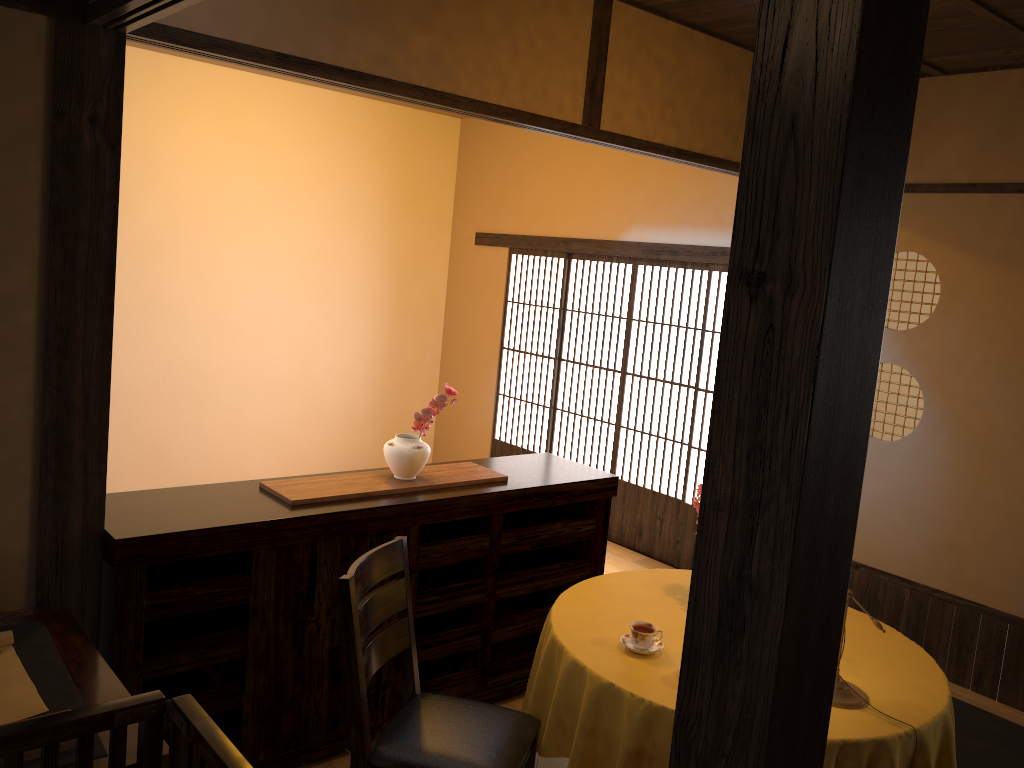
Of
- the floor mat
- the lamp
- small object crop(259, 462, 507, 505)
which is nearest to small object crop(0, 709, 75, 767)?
small object crop(259, 462, 507, 505)

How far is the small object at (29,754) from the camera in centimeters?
185cm

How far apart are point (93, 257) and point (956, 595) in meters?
4.2 m

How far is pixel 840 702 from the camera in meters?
2.6 m

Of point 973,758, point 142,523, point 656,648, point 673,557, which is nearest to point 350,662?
point 142,523

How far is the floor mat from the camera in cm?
377

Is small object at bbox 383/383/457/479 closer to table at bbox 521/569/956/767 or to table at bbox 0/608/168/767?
table at bbox 521/569/956/767

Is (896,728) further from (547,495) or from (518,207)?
(518,207)

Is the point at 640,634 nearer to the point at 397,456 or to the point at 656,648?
the point at 656,648

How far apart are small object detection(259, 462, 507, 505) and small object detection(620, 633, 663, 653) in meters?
1.0 m
